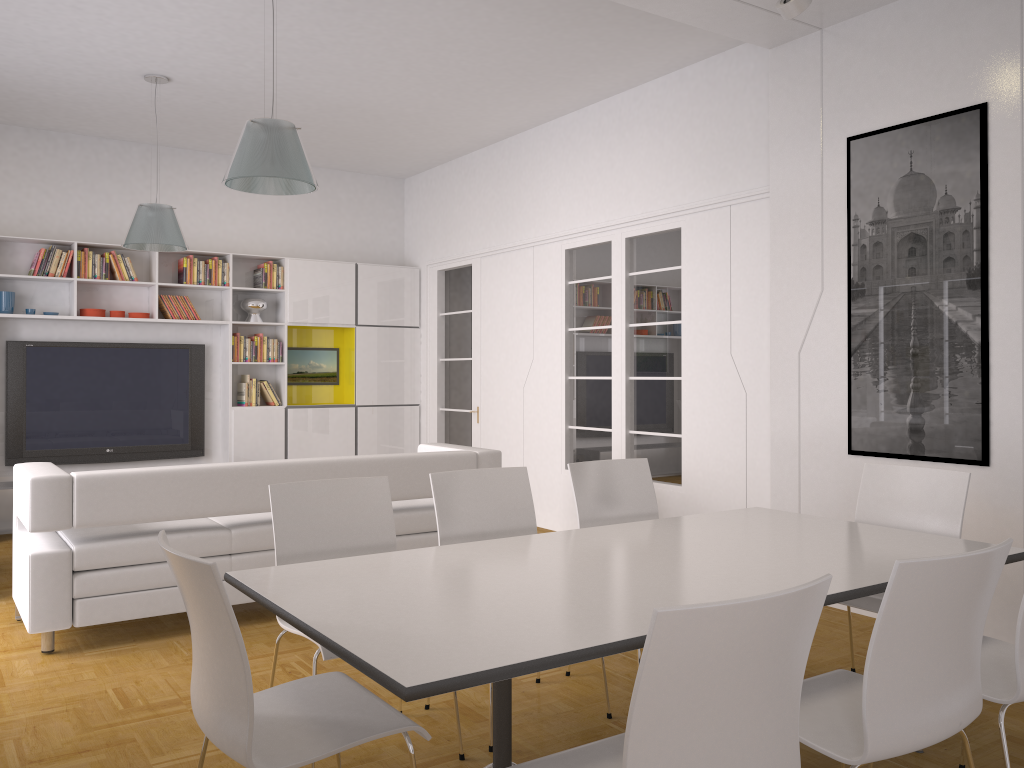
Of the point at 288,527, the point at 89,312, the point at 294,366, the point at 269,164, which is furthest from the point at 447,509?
the point at 294,366

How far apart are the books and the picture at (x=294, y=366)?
0.3 meters

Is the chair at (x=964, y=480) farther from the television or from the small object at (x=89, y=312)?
the small object at (x=89, y=312)

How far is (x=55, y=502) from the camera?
4.17m

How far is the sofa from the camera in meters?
4.2

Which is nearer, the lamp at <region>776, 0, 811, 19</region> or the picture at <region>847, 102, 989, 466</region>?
the lamp at <region>776, 0, 811, 19</region>

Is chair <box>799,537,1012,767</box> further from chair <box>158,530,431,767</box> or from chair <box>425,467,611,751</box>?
chair <box>425,467,611,751</box>

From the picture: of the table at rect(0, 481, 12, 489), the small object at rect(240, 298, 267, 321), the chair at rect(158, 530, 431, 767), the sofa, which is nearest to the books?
the small object at rect(240, 298, 267, 321)

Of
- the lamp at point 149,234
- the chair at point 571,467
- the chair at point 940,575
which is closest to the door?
the lamp at point 149,234

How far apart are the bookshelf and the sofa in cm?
308
